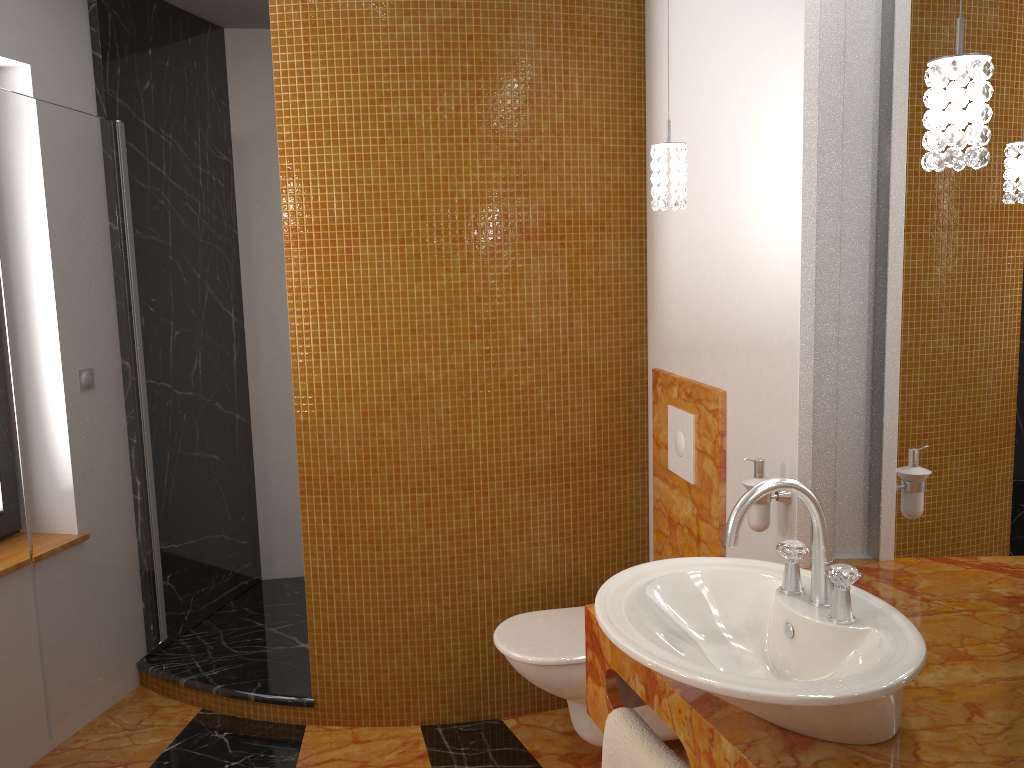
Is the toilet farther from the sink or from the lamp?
the lamp

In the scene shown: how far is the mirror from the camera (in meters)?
1.48

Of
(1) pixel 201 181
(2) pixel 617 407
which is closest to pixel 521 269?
(2) pixel 617 407

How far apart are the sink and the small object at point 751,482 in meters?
0.4

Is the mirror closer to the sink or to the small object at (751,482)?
the small object at (751,482)

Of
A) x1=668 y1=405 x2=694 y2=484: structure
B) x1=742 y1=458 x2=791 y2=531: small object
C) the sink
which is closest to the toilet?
x1=668 y1=405 x2=694 y2=484: structure

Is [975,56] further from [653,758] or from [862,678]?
[653,758]

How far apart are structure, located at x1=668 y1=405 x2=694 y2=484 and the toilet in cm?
54

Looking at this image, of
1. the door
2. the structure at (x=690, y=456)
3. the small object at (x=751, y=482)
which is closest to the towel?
the small object at (x=751, y=482)

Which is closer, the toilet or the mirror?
the mirror
